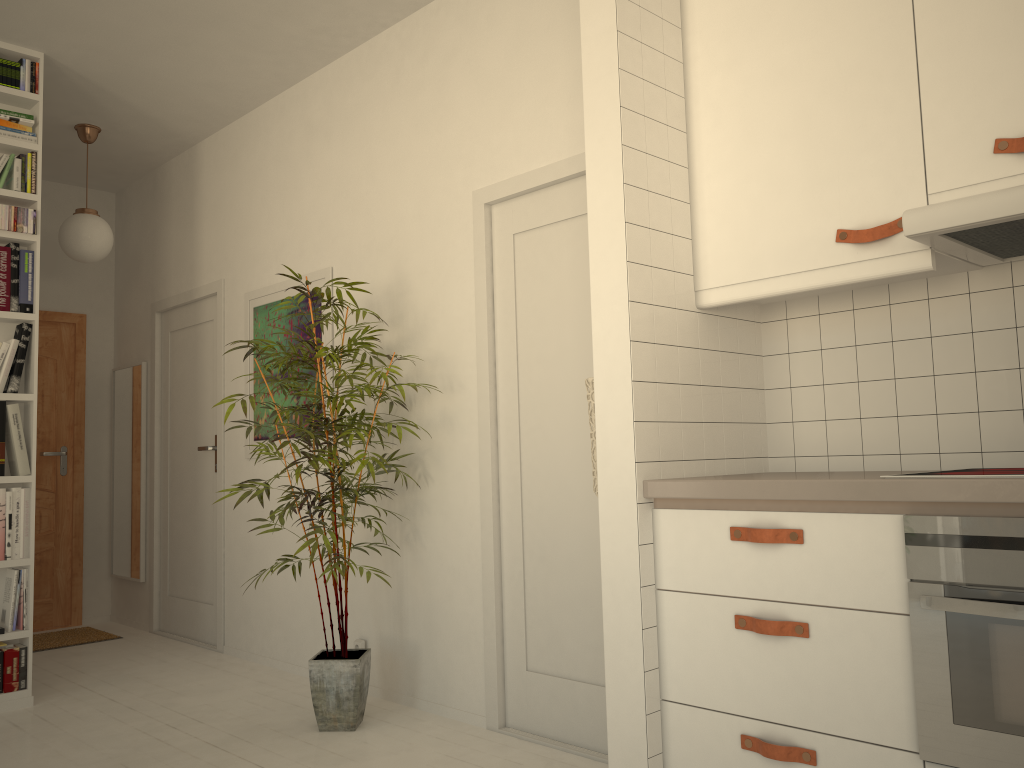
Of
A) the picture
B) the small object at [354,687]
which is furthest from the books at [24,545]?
the small object at [354,687]

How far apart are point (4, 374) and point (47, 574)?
2.3 meters

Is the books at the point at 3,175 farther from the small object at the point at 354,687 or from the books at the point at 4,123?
the small object at the point at 354,687

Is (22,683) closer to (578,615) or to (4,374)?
(4,374)

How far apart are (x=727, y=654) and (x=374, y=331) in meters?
1.9 m

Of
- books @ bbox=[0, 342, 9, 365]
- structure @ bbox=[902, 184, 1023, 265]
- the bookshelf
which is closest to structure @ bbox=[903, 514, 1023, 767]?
structure @ bbox=[902, 184, 1023, 265]

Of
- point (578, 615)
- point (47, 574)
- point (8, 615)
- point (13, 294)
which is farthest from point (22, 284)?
point (578, 615)

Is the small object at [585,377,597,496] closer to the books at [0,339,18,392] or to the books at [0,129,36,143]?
the books at [0,339,18,392]

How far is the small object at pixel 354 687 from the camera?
3.3 meters

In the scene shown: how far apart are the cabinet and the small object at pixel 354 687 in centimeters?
132cm
